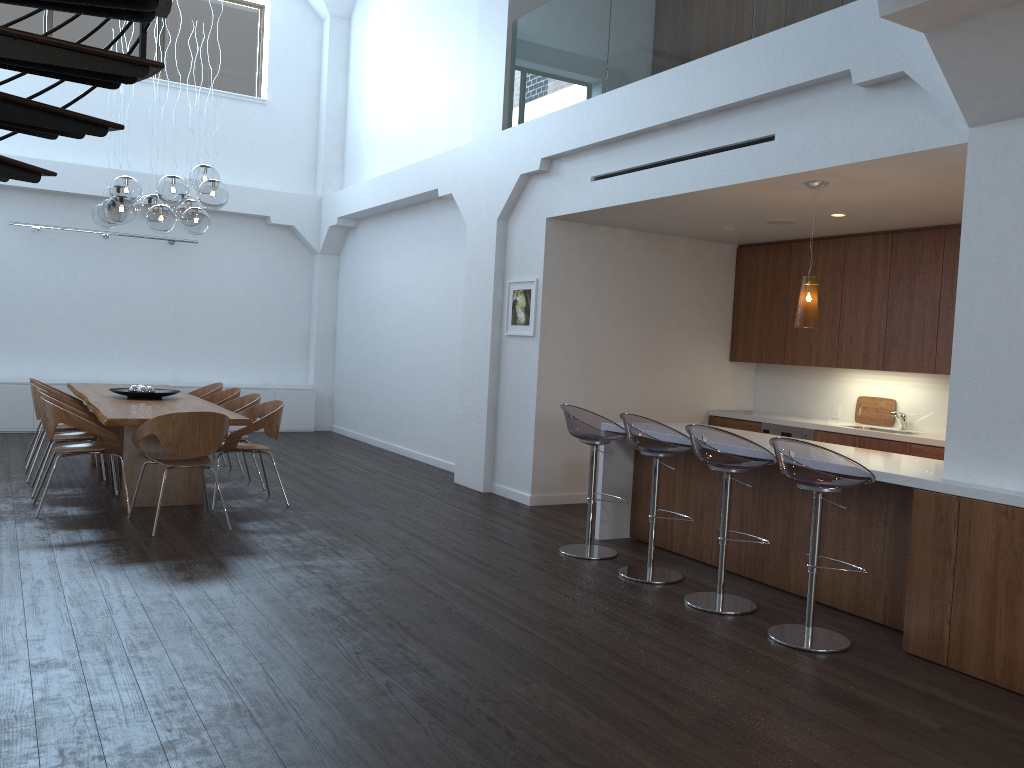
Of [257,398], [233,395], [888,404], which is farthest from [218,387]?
[888,404]

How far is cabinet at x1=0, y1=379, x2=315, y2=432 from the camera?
10.70m

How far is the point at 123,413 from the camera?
6.4m

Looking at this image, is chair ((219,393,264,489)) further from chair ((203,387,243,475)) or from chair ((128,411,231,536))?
chair ((128,411,231,536))

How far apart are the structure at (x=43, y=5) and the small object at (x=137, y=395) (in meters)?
4.03

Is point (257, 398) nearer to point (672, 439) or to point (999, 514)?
point (672, 439)

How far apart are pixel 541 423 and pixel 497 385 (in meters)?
0.75

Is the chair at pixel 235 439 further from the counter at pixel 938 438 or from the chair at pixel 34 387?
the counter at pixel 938 438

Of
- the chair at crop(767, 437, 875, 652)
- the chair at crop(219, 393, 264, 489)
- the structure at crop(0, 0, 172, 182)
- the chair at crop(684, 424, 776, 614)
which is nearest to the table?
the chair at crop(219, 393, 264, 489)

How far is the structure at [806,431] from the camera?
7.67m
